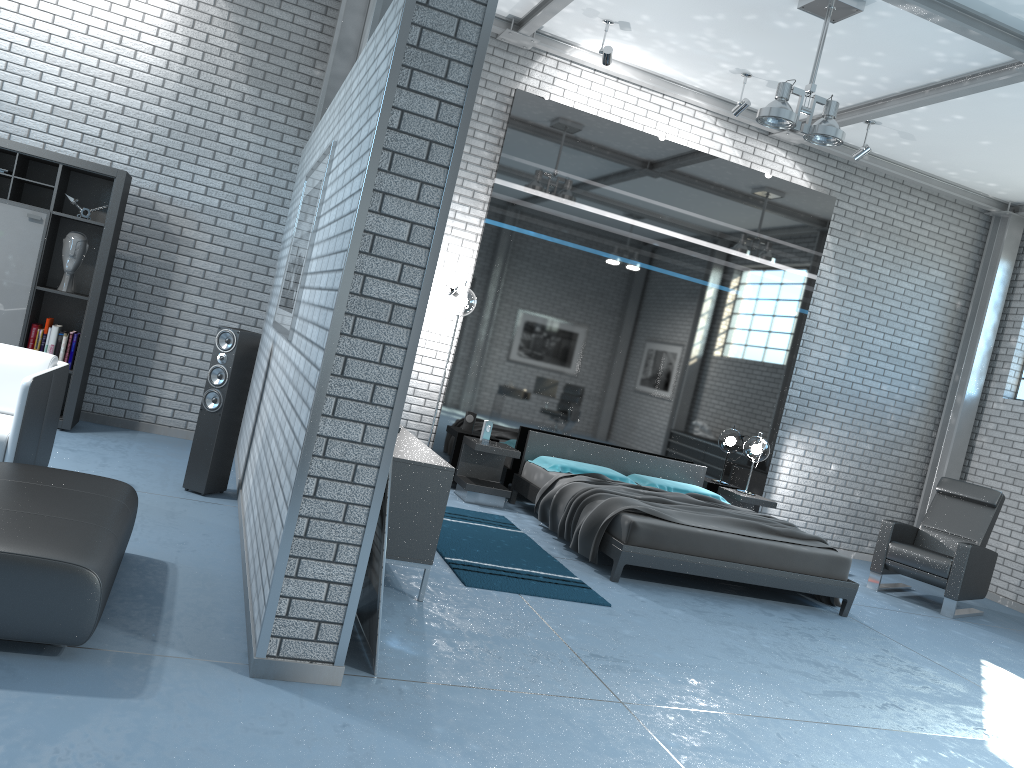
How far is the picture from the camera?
4.41m

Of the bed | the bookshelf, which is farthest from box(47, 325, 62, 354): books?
the bed

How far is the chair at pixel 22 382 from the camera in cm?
419

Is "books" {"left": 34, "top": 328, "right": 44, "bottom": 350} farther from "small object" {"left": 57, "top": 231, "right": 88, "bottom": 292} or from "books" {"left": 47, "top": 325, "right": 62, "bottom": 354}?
"small object" {"left": 57, "top": 231, "right": 88, "bottom": 292}

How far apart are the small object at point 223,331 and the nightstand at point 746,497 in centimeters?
466cm

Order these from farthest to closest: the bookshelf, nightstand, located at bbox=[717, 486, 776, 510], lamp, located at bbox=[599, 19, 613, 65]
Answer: nightstand, located at bbox=[717, 486, 776, 510] < lamp, located at bbox=[599, 19, 613, 65] < the bookshelf

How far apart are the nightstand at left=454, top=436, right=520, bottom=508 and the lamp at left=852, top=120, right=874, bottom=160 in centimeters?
401cm

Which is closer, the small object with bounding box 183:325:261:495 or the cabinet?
the cabinet

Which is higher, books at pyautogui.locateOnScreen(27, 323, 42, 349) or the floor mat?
books at pyautogui.locateOnScreen(27, 323, 42, 349)

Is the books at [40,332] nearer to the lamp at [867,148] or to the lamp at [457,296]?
the lamp at [457,296]
